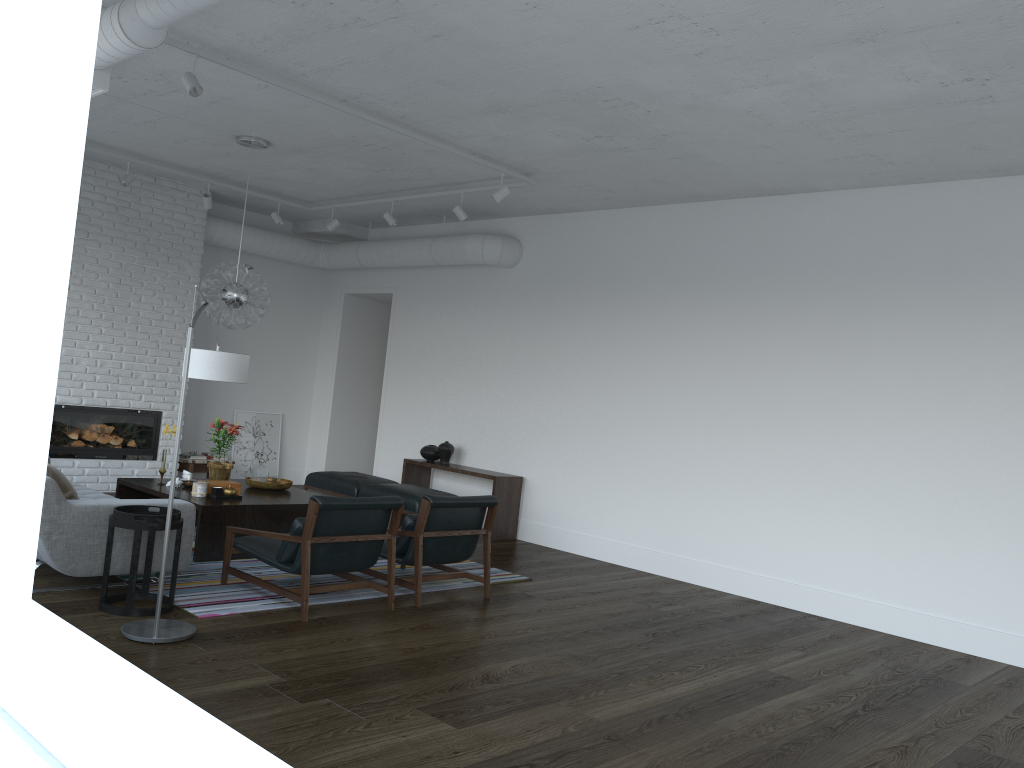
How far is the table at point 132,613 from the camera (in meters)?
4.68

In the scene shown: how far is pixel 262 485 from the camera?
7.2 meters

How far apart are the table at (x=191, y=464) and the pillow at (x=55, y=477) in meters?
4.5

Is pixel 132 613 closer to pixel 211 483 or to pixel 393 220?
pixel 211 483

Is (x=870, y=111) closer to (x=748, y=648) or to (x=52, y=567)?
(x=748, y=648)

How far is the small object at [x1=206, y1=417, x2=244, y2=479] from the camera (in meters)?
7.09

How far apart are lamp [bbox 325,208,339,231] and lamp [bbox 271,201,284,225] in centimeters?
51cm

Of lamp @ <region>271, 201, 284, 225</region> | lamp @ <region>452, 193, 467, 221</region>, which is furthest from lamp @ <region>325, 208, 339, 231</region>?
lamp @ <region>452, 193, 467, 221</region>

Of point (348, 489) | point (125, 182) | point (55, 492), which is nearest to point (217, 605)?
point (55, 492)

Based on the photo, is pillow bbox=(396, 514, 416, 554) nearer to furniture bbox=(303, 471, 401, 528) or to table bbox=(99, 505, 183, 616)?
table bbox=(99, 505, 183, 616)
